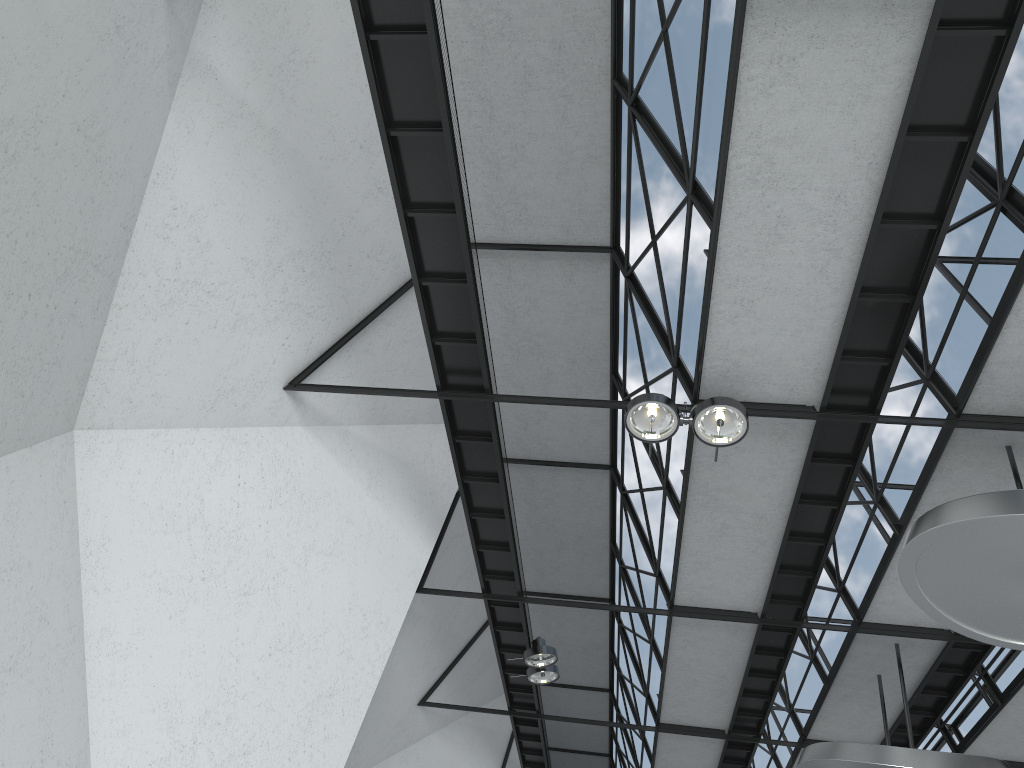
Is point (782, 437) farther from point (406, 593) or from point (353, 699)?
point (353, 699)

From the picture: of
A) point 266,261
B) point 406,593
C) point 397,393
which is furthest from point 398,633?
point 266,261

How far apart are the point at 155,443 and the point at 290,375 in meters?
6.5 m
